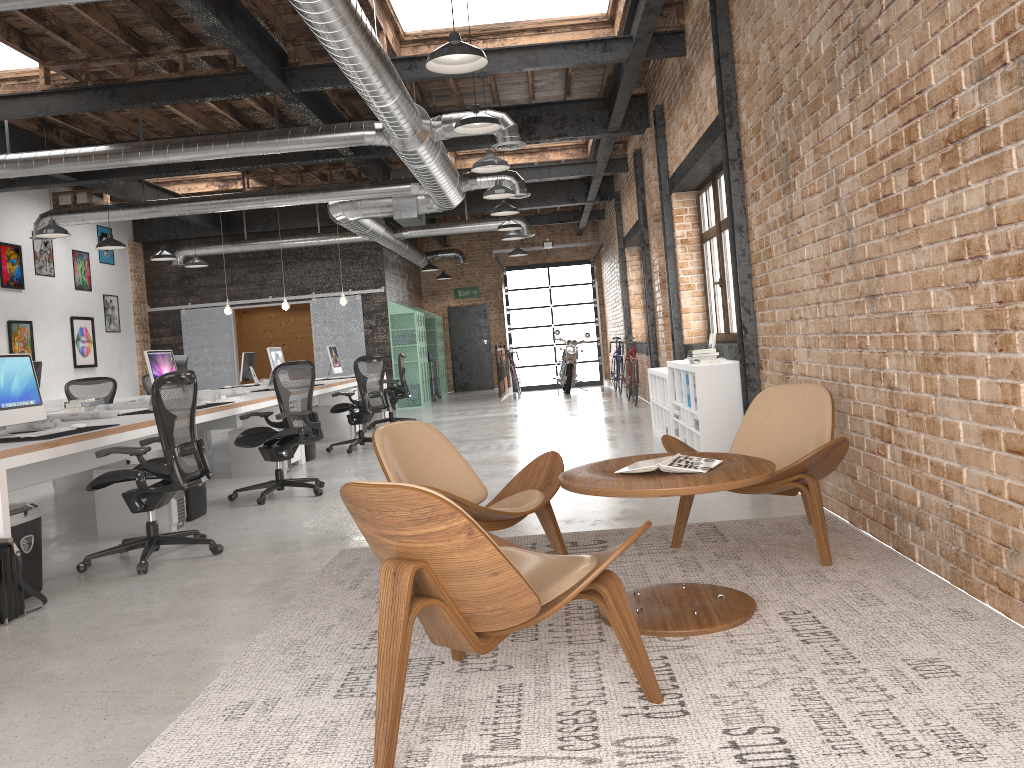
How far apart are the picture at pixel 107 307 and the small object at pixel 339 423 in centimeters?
610cm

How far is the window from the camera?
8.4m

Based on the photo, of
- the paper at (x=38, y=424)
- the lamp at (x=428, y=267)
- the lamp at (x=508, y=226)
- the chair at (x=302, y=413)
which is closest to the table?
the paper at (x=38, y=424)

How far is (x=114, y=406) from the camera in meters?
8.0 m

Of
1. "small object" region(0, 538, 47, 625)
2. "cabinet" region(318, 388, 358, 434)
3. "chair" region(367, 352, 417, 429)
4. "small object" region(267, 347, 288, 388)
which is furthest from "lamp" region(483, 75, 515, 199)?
"small object" region(0, 538, 47, 625)

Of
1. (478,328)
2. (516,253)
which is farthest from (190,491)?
(478,328)

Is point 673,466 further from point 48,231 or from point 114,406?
point 48,231

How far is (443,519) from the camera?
2.3m

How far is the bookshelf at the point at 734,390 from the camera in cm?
656

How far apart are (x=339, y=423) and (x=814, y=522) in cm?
846
